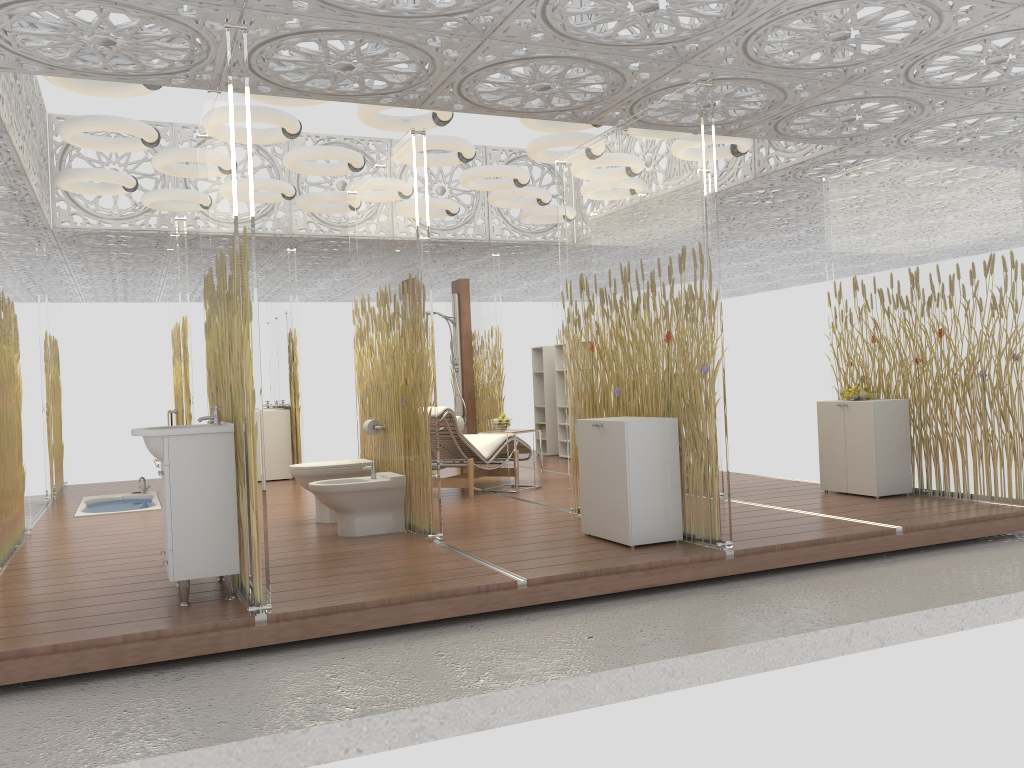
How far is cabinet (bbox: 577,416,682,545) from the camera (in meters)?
5.06

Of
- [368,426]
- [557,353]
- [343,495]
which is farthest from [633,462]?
[557,353]

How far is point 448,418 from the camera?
7.60m

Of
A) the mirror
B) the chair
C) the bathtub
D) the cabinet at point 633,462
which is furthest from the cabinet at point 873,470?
the mirror

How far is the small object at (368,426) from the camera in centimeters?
641cm

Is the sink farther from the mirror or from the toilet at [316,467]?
the mirror

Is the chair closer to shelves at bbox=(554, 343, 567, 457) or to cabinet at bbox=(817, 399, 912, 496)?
shelves at bbox=(554, 343, 567, 457)

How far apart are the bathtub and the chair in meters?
2.6 m

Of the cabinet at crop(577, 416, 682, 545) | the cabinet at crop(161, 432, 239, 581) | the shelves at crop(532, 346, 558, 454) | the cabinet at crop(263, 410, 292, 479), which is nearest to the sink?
the cabinet at crop(161, 432, 239, 581)

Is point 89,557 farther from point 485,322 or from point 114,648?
point 485,322
